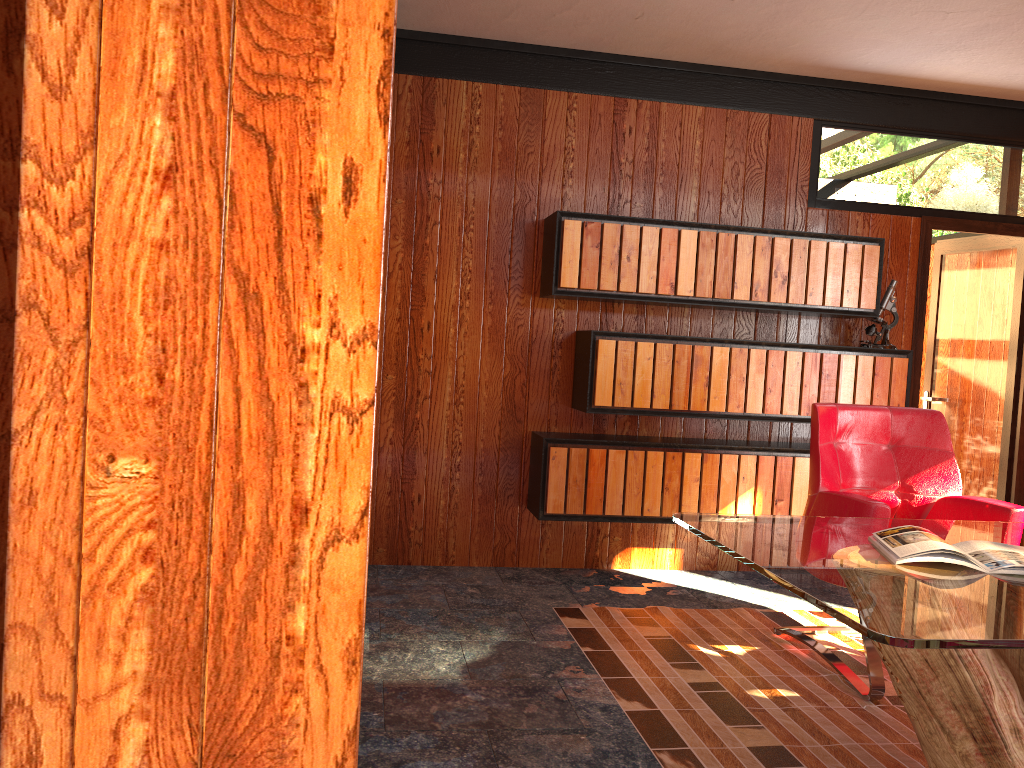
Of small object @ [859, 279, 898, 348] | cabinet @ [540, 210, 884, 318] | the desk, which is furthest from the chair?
small object @ [859, 279, 898, 348]

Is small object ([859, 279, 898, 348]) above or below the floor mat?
above

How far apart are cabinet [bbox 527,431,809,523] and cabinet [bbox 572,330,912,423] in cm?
14

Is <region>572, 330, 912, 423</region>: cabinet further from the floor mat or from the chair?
the floor mat

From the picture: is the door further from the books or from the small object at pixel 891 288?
the books

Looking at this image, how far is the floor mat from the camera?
2.5 meters

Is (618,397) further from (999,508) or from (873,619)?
(873,619)

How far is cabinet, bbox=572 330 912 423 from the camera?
4.2 meters

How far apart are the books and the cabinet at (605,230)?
2.0 meters

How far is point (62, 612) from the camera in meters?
0.8 m
